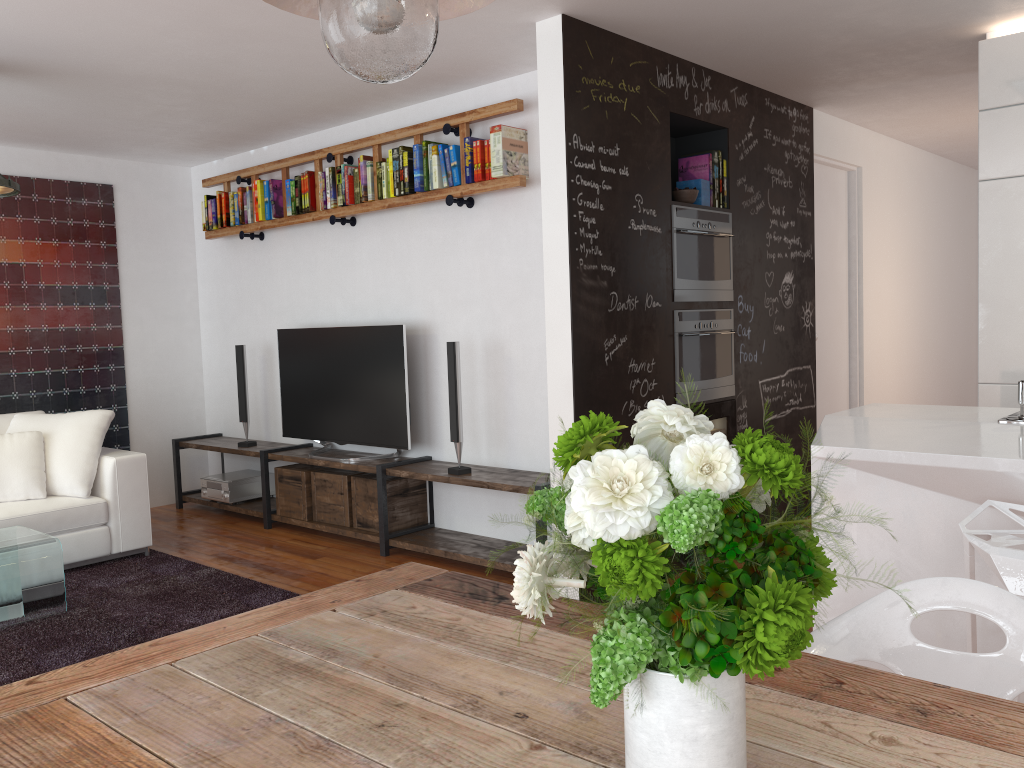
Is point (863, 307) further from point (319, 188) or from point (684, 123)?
point (319, 188)

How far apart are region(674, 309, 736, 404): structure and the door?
1.39m

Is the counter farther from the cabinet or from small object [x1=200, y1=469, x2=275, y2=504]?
small object [x1=200, y1=469, x2=275, y2=504]

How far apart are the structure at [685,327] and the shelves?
0.9m

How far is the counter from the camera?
2.4 meters

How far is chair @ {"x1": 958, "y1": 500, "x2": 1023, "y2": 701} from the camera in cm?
202

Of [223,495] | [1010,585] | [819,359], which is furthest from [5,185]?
[819,359]

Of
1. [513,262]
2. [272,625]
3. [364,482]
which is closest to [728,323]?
[513,262]

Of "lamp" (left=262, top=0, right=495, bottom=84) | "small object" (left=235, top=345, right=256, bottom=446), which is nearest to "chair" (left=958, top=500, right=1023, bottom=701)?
"lamp" (left=262, top=0, right=495, bottom=84)

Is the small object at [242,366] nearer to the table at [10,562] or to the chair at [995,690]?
the table at [10,562]
